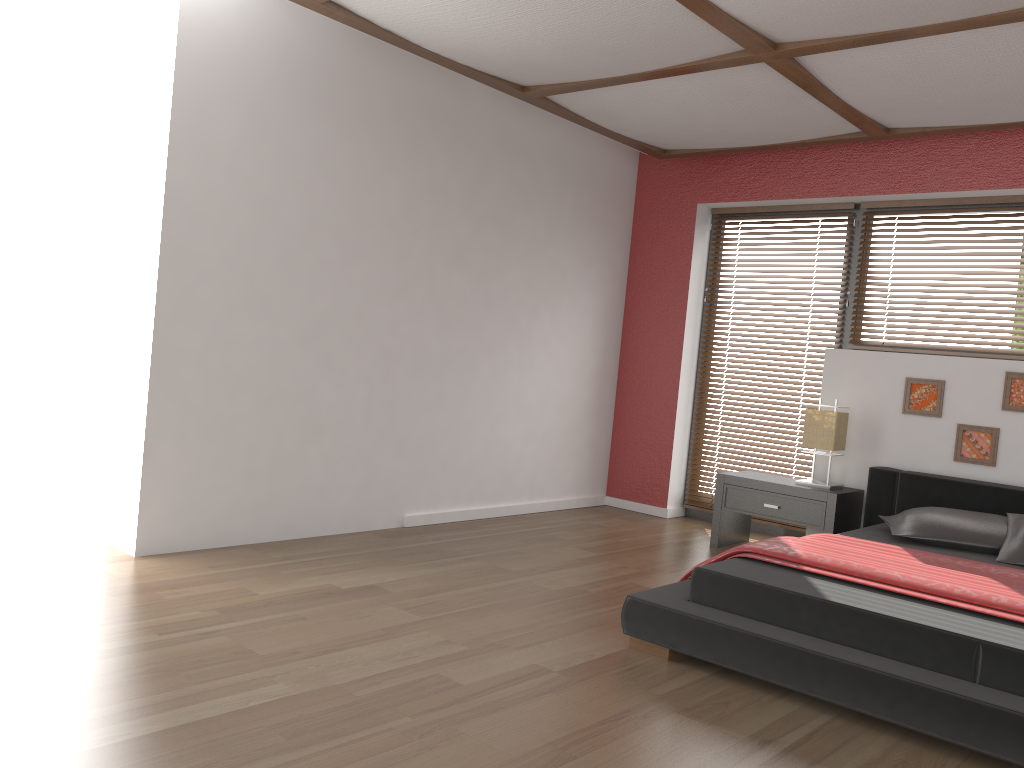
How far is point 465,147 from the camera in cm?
492

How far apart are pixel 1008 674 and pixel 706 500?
3.5m

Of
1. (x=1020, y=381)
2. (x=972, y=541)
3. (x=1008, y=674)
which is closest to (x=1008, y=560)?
(x=972, y=541)

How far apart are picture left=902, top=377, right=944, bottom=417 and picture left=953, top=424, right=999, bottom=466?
0.1 meters

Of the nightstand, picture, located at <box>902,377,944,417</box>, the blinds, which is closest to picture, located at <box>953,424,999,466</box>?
picture, located at <box>902,377,944,417</box>

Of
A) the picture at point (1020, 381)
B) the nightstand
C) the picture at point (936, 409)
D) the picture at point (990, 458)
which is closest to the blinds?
the nightstand

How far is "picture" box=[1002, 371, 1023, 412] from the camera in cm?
450

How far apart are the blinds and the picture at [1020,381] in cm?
190

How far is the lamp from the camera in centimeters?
482cm

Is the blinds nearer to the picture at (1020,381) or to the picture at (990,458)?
the picture at (990,458)
